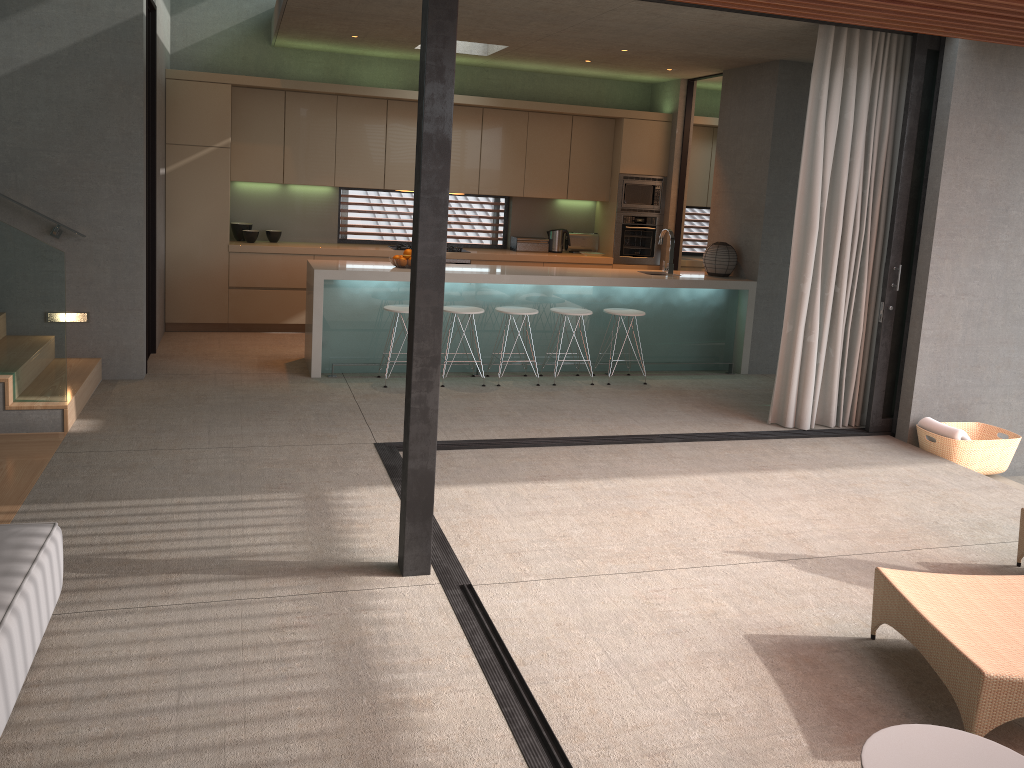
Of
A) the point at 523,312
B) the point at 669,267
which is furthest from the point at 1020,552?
the point at 669,267

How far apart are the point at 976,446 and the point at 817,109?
2.6 meters

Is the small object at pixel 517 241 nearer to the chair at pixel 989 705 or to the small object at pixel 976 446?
the small object at pixel 976 446

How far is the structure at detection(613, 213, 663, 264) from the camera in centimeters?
1003cm

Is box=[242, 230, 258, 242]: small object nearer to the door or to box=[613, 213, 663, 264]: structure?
the door

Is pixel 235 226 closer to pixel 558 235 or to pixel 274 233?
pixel 274 233

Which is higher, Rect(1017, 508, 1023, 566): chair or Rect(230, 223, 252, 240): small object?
Rect(230, 223, 252, 240): small object

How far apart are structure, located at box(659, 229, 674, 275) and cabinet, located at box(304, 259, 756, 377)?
0.1 meters

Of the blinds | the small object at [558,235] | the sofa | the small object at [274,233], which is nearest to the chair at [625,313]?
the blinds

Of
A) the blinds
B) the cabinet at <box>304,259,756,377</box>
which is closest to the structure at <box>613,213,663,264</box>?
the cabinet at <box>304,259,756,377</box>
